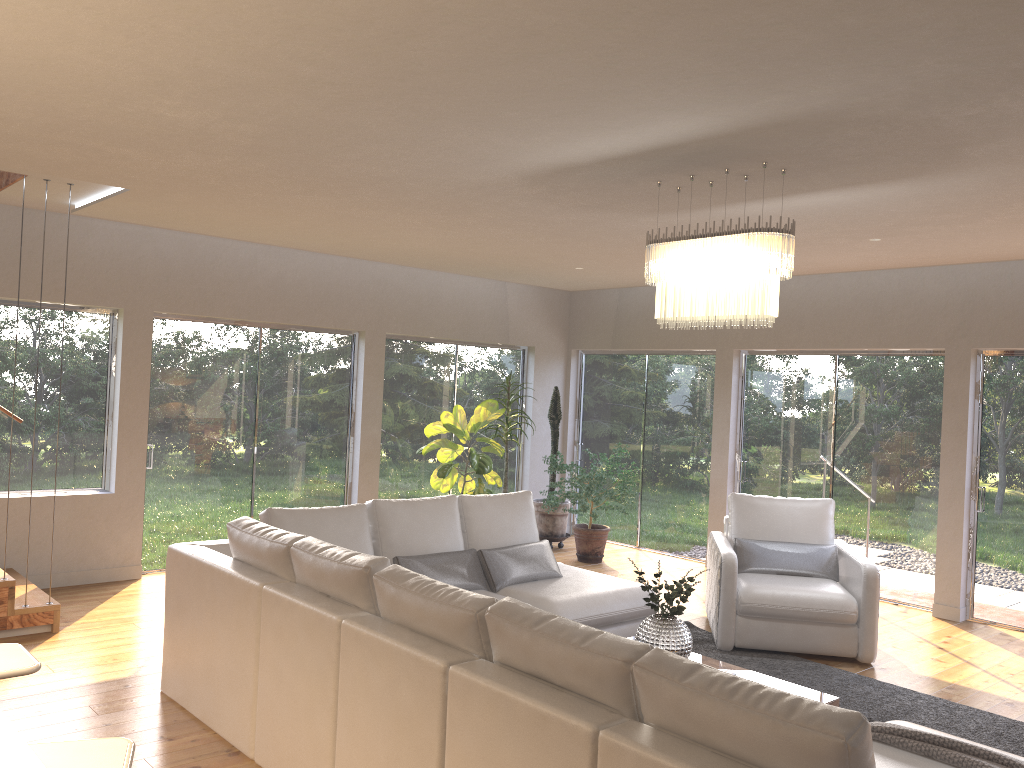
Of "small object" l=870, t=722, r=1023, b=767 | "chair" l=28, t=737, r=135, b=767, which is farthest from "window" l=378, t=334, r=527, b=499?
"chair" l=28, t=737, r=135, b=767

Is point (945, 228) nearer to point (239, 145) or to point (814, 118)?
point (814, 118)

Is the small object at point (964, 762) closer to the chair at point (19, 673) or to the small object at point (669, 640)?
the small object at point (669, 640)

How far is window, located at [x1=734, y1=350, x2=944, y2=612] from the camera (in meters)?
7.32

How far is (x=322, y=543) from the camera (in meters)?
3.81

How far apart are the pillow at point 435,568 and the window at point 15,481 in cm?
326

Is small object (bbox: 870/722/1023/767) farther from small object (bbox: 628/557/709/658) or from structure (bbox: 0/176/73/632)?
structure (bbox: 0/176/73/632)

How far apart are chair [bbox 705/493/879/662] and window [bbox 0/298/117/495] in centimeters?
471cm

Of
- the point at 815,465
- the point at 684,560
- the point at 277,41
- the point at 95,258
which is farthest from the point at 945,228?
the point at 95,258

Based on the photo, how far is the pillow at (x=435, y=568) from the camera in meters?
5.1
